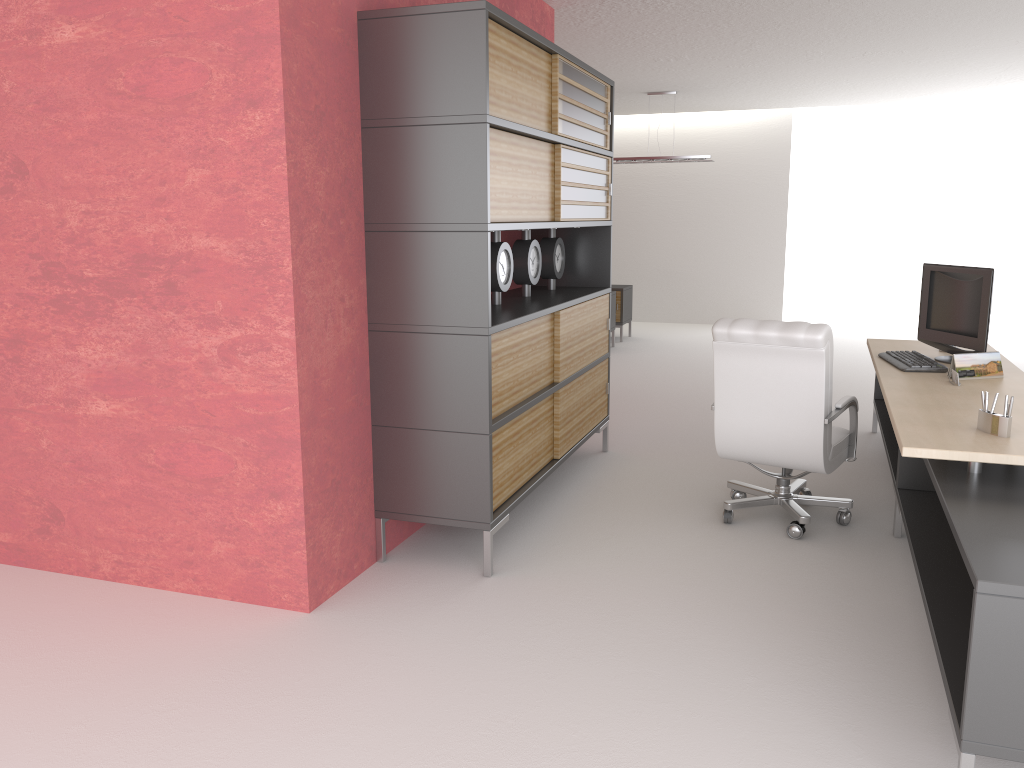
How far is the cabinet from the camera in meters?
5.5

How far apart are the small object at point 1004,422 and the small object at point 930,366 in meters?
1.9

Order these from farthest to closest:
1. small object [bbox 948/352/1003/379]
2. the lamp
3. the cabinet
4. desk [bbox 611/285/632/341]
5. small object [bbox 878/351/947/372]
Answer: desk [bbox 611/285/632/341]
the lamp
small object [bbox 878/351/947/372]
small object [bbox 948/352/1003/379]
the cabinet

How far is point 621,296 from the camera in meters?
17.0

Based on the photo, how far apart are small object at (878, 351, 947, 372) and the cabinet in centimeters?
252cm

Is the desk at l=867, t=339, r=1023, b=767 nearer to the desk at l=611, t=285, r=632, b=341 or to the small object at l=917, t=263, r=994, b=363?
the small object at l=917, t=263, r=994, b=363

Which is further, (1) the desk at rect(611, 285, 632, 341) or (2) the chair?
(1) the desk at rect(611, 285, 632, 341)

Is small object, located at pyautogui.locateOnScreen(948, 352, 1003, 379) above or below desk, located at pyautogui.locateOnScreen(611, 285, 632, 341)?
above

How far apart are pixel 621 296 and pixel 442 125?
11.76m

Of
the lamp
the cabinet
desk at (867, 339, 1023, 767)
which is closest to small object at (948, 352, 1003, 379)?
desk at (867, 339, 1023, 767)
